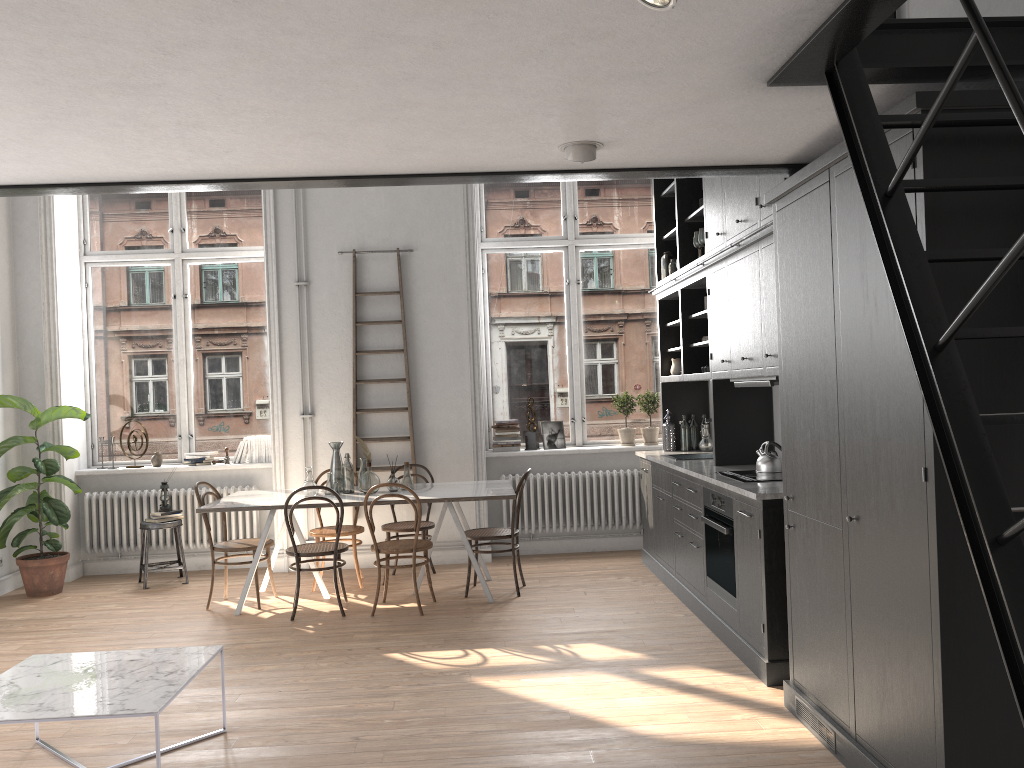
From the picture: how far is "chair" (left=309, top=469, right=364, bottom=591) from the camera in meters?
6.9

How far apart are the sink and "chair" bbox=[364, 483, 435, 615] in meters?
2.0

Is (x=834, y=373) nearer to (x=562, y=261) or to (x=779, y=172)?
(x=779, y=172)

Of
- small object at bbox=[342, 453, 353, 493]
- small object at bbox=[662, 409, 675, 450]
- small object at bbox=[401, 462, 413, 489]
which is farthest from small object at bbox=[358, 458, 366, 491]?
small object at bbox=[662, 409, 675, 450]

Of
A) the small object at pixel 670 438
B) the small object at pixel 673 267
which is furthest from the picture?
the small object at pixel 673 267

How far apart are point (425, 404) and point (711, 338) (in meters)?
2.88

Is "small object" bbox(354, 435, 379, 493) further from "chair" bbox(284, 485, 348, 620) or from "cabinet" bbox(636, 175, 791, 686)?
"cabinet" bbox(636, 175, 791, 686)

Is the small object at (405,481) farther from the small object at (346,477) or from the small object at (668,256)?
the small object at (668,256)

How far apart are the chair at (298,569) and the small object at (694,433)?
3.0m

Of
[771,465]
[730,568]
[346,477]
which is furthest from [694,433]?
[346,477]
